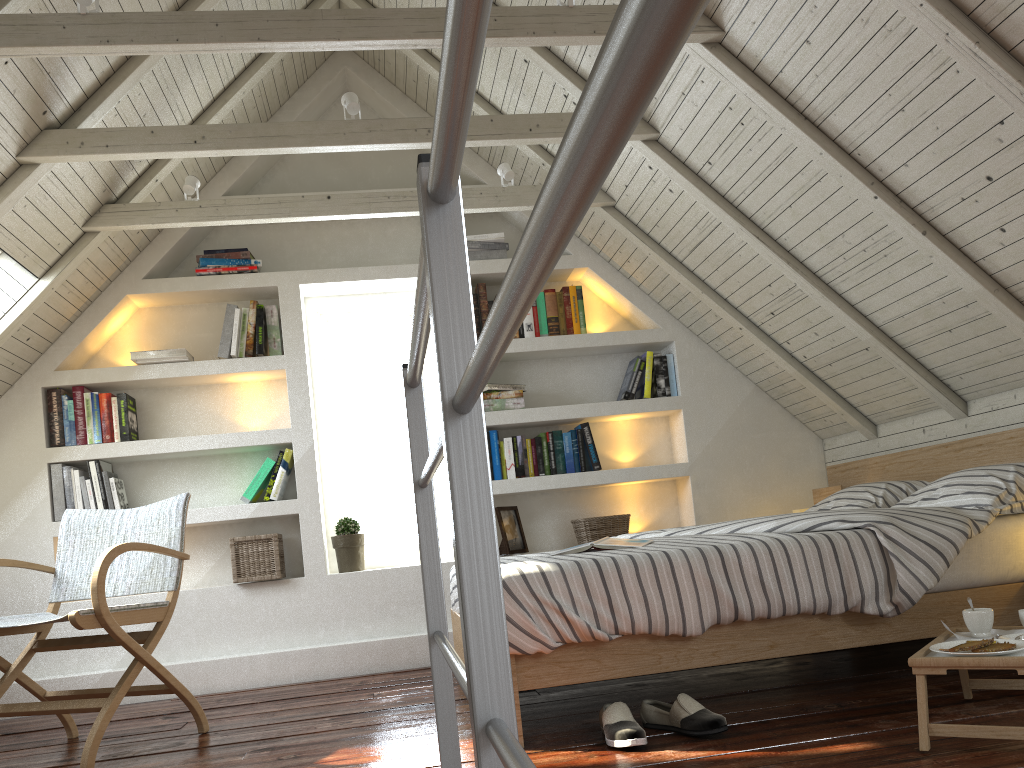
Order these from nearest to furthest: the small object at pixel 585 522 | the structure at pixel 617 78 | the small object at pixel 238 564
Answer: the structure at pixel 617 78 < the small object at pixel 238 564 < the small object at pixel 585 522

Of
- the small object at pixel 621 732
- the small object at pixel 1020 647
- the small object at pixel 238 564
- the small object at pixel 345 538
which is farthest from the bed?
the small object at pixel 238 564

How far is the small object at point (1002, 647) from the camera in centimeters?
176cm

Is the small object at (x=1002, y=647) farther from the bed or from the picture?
the picture

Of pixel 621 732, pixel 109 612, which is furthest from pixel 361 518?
pixel 621 732

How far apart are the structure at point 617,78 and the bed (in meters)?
0.73

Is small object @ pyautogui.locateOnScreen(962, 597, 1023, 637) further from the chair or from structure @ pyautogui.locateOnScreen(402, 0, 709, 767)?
the chair

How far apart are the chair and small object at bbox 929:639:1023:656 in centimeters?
209cm

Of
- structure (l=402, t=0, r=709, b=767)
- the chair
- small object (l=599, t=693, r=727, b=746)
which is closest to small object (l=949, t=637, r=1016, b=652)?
small object (l=599, t=693, r=727, b=746)

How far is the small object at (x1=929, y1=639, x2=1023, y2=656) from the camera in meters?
1.8 m
